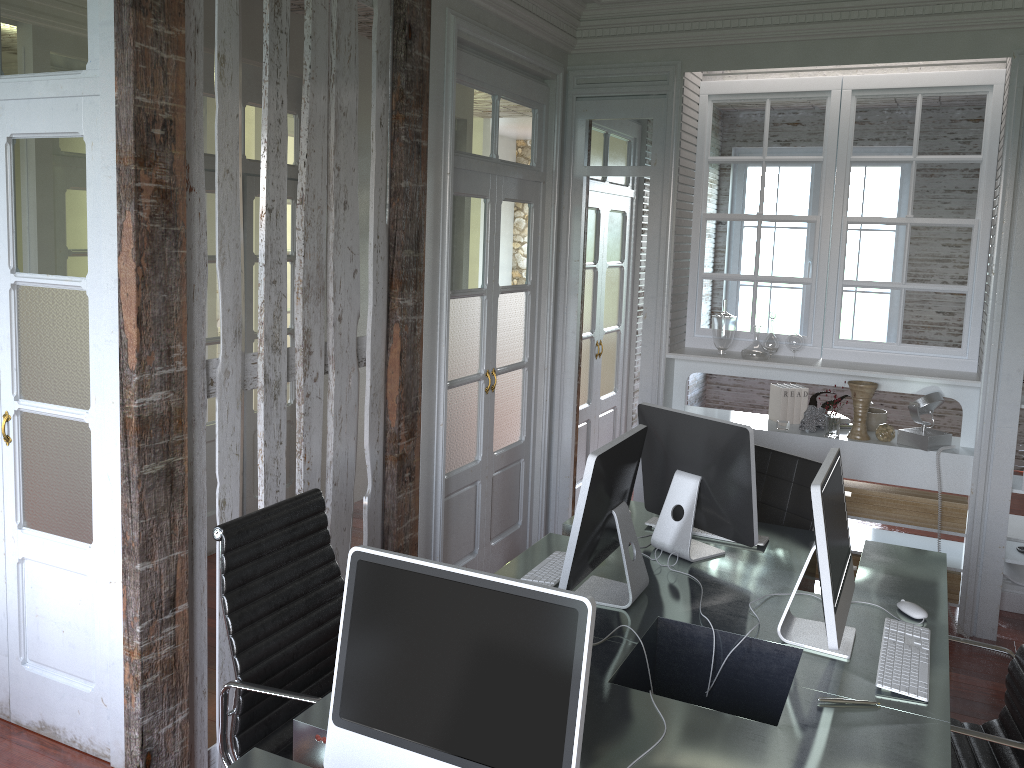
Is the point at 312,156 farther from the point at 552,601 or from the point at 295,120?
the point at 295,120

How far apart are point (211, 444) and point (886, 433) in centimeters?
351cm

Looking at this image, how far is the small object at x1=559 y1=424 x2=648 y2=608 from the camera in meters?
2.5 m

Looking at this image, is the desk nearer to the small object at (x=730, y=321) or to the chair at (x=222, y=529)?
the chair at (x=222, y=529)

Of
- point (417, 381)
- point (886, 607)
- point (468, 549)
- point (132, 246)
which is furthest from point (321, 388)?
point (886, 607)

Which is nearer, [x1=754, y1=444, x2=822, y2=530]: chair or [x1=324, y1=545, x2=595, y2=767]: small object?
[x1=324, y1=545, x2=595, y2=767]: small object

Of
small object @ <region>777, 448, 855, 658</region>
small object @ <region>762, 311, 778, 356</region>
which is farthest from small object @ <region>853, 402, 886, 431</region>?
small object @ <region>777, 448, 855, 658</region>

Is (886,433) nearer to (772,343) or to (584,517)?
(772,343)

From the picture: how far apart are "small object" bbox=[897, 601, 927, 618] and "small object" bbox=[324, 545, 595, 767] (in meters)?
1.56

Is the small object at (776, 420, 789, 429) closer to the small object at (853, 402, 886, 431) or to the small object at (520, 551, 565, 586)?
the small object at (853, 402, 886, 431)
